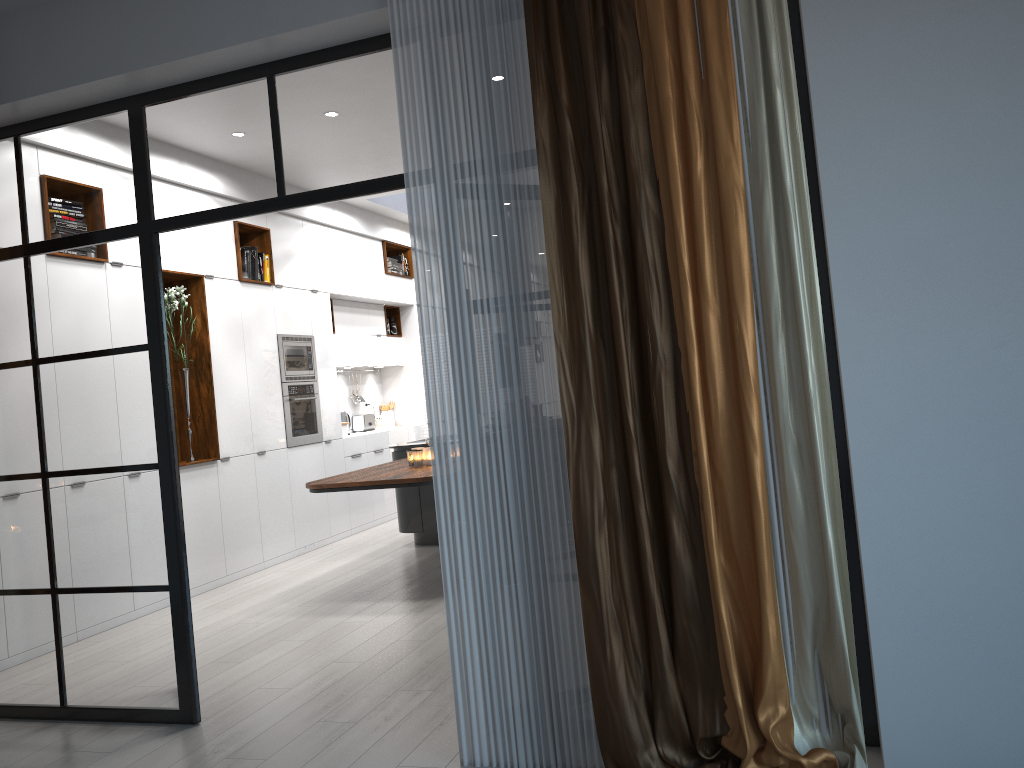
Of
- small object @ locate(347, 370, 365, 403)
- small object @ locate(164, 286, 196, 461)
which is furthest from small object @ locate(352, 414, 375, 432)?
small object @ locate(164, 286, 196, 461)

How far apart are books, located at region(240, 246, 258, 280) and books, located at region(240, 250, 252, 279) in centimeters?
7cm

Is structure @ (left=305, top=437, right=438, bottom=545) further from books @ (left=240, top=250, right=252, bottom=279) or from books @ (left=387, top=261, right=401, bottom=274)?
books @ (left=387, top=261, right=401, bottom=274)

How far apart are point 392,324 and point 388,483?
5.25m

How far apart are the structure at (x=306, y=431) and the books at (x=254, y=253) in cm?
118

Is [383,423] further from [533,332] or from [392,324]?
[533,332]

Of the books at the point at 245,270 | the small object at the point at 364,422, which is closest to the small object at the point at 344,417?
the small object at the point at 364,422

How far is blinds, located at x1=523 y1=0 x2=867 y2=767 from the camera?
2.7m

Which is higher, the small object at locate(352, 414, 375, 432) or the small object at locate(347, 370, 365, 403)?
the small object at locate(347, 370, 365, 403)

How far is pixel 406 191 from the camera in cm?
314
